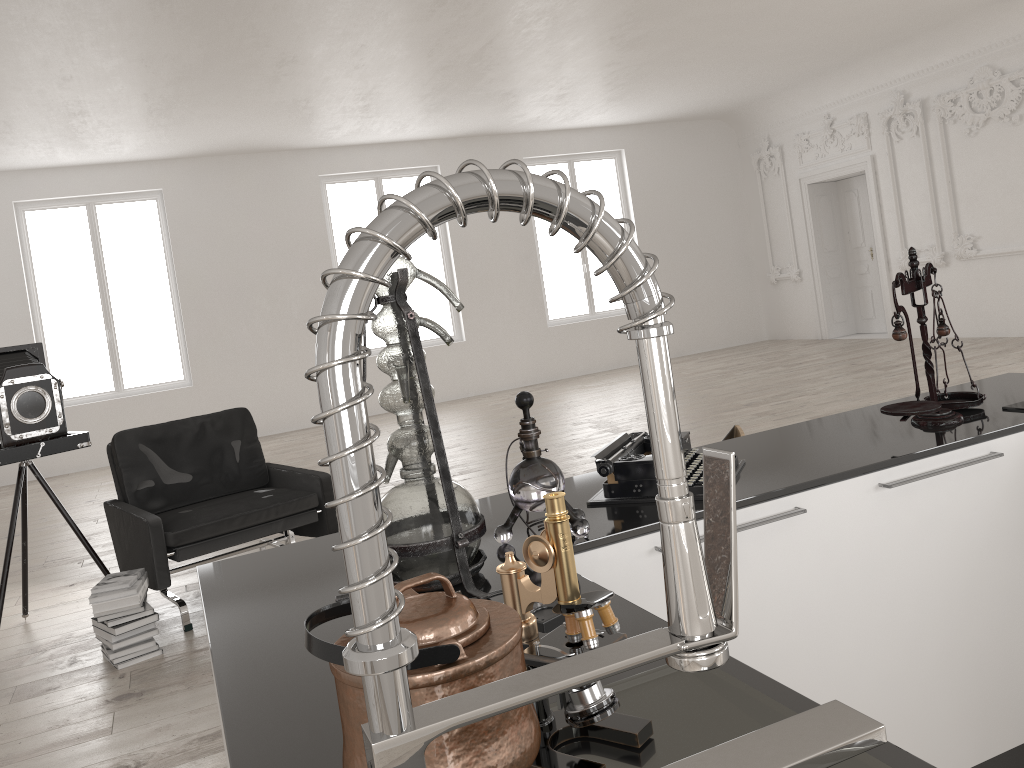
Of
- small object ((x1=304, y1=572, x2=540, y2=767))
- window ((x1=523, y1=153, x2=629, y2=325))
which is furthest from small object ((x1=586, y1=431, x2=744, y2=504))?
window ((x1=523, y1=153, x2=629, y2=325))

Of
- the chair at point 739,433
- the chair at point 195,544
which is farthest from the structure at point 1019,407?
the chair at point 195,544

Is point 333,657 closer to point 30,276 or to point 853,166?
point 30,276

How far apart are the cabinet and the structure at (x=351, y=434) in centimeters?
49cm

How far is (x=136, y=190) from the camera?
11.3 meters

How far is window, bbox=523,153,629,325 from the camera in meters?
13.7

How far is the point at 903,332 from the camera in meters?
2.3 m

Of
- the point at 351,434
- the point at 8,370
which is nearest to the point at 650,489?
the point at 351,434

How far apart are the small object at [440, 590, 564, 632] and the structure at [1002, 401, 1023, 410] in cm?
174

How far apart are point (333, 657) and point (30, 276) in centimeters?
1197cm
